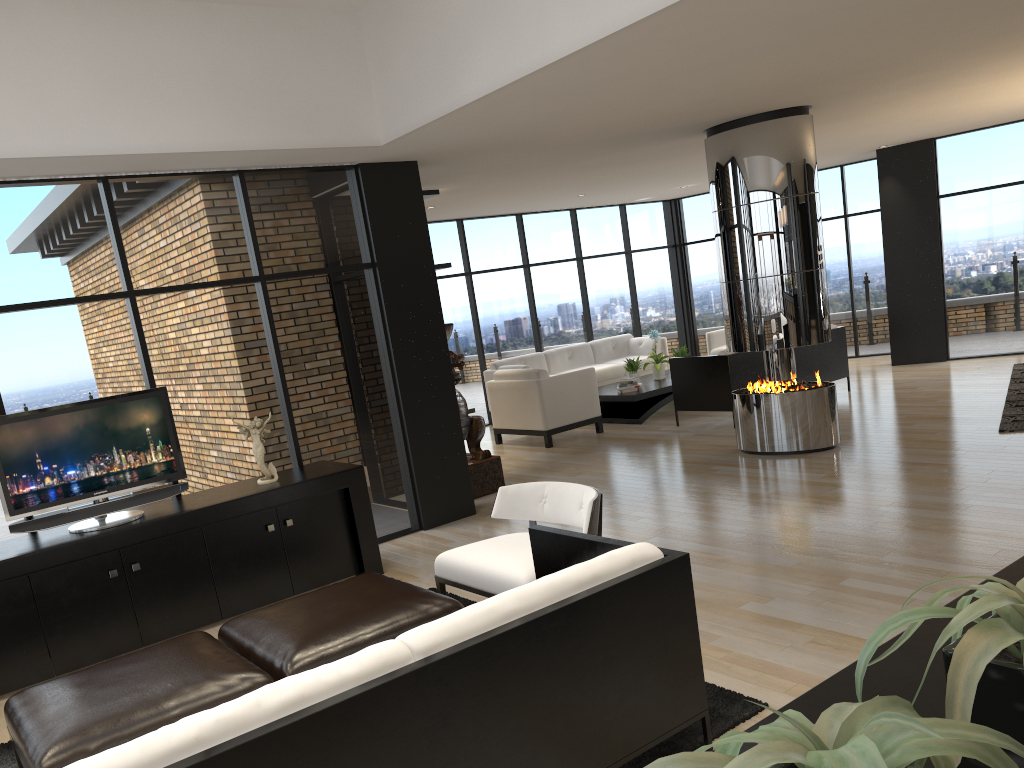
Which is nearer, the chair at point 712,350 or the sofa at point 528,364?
the sofa at point 528,364

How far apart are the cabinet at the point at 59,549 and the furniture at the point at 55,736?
1.4m

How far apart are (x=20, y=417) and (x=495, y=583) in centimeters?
280cm

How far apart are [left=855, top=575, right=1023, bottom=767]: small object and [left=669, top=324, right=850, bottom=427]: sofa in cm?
801

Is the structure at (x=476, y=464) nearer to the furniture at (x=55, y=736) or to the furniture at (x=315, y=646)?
the furniture at (x=315, y=646)

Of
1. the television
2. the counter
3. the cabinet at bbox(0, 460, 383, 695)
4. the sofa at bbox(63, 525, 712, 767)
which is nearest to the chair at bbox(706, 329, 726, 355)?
the cabinet at bbox(0, 460, 383, 695)

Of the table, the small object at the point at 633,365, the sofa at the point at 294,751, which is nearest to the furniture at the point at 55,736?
the sofa at the point at 294,751

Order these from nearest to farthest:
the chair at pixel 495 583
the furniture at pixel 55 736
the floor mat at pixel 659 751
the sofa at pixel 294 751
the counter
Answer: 1. the counter
2. the sofa at pixel 294 751
3. the furniture at pixel 55 736
4. the floor mat at pixel 659 751
5. the chair at pixel 495 583

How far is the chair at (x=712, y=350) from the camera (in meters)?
12.36

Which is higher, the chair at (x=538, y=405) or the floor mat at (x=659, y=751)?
the chair at (x=538, y=405)
